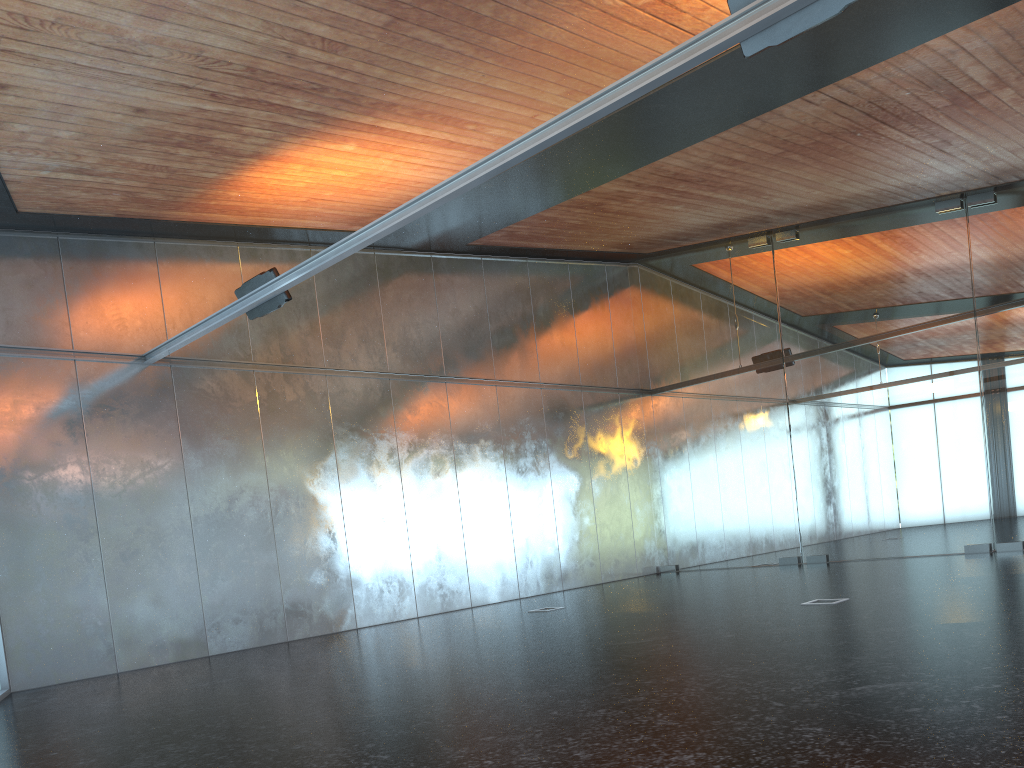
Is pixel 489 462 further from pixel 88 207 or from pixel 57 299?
pixel 88 207

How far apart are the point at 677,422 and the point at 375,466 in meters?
7.5
